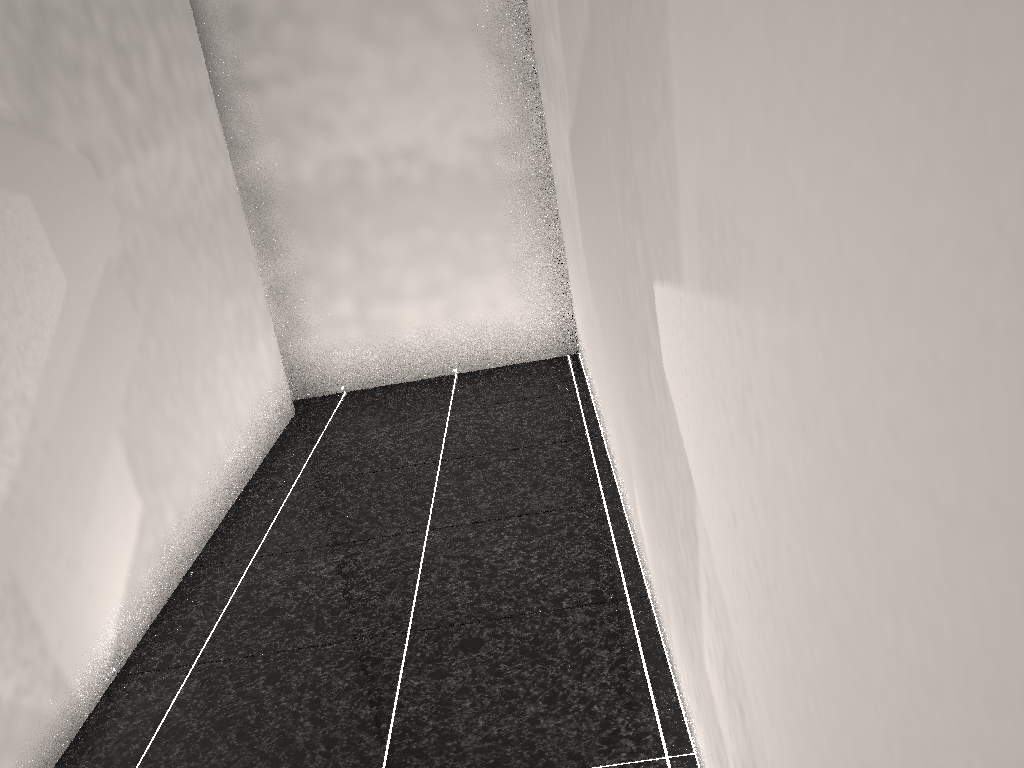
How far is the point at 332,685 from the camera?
2.2m

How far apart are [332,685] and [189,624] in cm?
65
